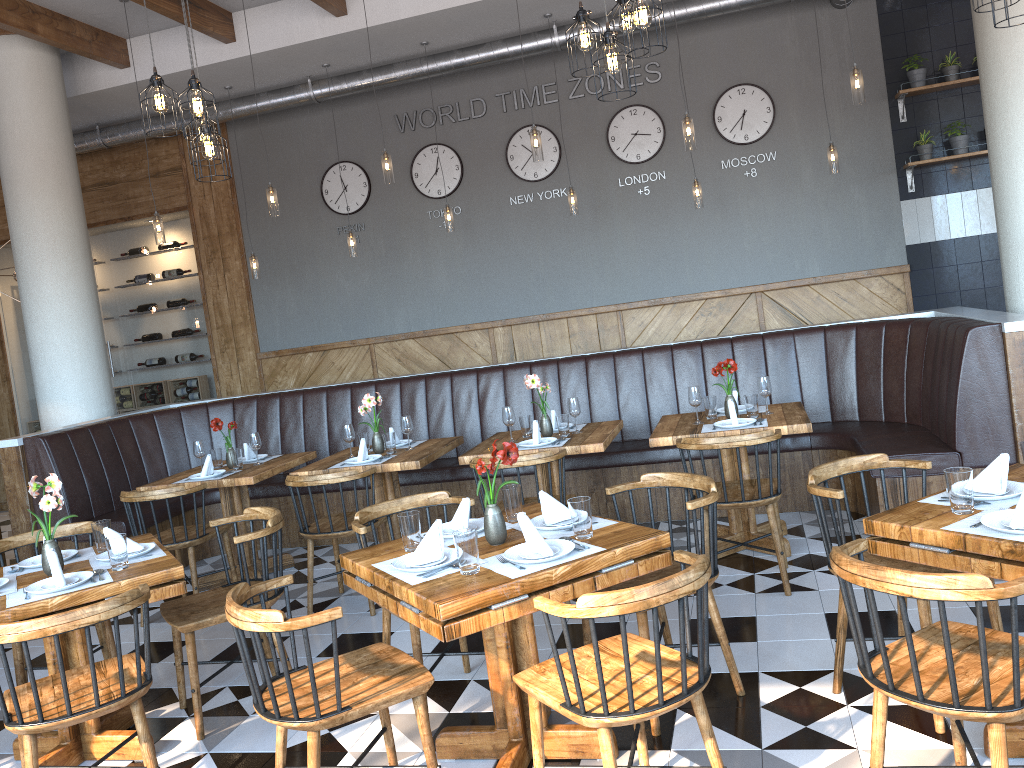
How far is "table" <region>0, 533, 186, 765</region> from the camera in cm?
322

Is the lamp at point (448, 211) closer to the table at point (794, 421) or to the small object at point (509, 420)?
the small object at point (509, 420)

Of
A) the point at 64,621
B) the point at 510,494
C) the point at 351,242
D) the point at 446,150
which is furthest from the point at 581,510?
the point at 446,150

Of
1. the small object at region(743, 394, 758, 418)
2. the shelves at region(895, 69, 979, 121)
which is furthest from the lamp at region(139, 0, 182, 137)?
the shelves at region(895, 69, 979, 121)

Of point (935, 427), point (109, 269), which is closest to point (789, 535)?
point (935, 427)

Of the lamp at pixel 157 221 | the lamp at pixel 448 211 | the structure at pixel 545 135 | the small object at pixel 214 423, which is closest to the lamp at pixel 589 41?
the small object at pixel 214 423

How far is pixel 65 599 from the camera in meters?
3.2

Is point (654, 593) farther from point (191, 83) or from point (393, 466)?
point (191, 83)

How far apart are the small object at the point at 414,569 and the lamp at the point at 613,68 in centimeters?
218cm

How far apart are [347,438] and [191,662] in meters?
2.2
